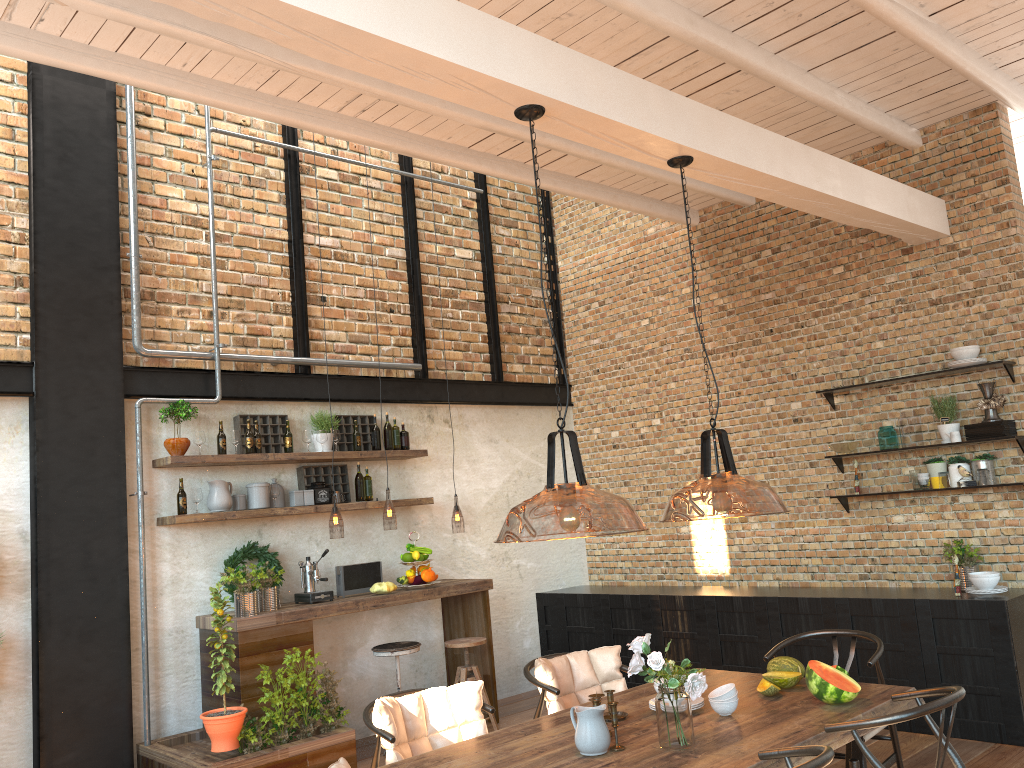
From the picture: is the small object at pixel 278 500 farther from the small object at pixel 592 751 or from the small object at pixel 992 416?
the small object at pixel 992 416

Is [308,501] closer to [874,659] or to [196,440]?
[196,440]

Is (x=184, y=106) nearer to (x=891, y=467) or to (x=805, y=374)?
(x=805, y=374)

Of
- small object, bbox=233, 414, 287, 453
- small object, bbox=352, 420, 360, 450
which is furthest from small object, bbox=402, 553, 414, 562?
small object, bbox=233, 414, 287, 453

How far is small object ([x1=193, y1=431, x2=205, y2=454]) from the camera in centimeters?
606cm

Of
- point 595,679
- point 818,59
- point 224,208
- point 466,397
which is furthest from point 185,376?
point 818,59

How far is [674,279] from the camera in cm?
795

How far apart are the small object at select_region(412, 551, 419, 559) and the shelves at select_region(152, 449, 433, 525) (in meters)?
0.50

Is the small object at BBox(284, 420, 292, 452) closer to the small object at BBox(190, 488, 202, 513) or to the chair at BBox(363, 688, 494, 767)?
the small object at BBox(190, 488, 202, 513)

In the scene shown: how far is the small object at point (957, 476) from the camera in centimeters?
598cm
